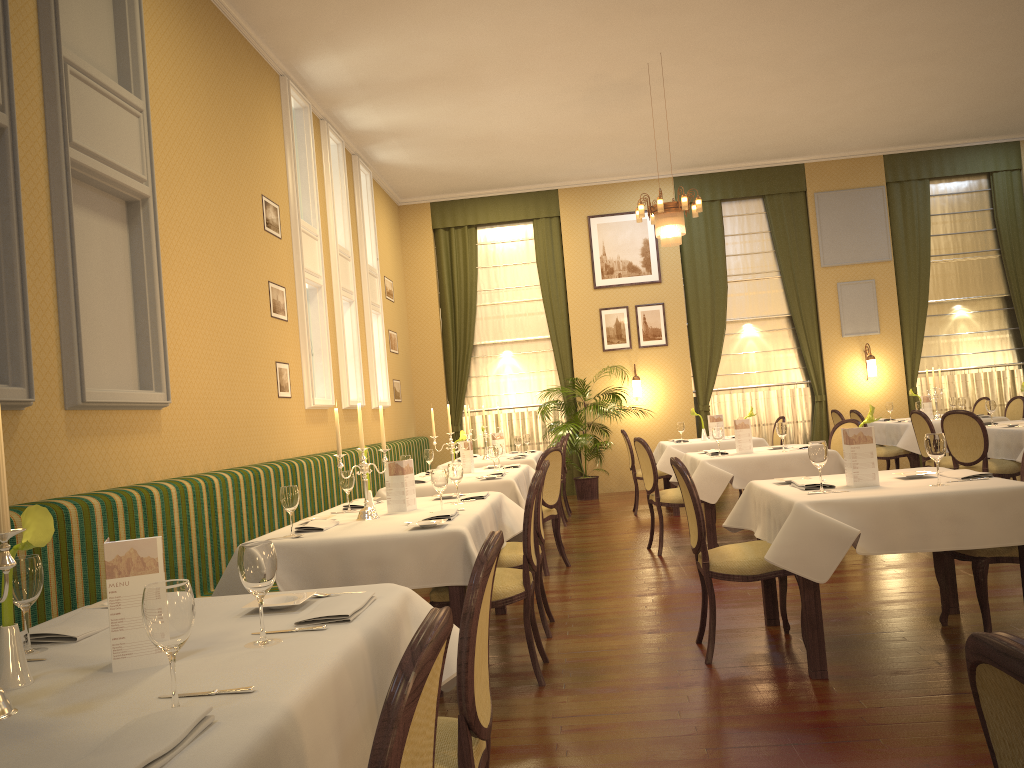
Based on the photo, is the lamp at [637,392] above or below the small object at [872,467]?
above

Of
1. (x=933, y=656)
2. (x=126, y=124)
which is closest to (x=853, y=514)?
(x=933, y=656)

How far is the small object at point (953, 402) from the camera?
10.6 meters

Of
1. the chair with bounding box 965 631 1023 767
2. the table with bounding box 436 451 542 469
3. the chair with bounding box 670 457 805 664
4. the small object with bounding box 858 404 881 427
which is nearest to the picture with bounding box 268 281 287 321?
the table with bounding box 436 451 542 469

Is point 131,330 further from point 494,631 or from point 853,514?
point 853,514

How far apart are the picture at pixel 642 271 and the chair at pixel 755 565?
8.5m

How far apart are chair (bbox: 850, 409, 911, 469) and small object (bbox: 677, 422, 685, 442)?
2.0 meters

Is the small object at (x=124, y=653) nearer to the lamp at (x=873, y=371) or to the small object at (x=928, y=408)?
the small object at (x=928, y=408)

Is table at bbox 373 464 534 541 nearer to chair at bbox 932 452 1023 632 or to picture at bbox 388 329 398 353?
chair at bbox 932 452 1023 632

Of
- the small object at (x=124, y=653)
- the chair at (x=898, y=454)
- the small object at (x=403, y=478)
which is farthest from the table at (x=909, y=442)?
the small object at (x=124, y=653)
